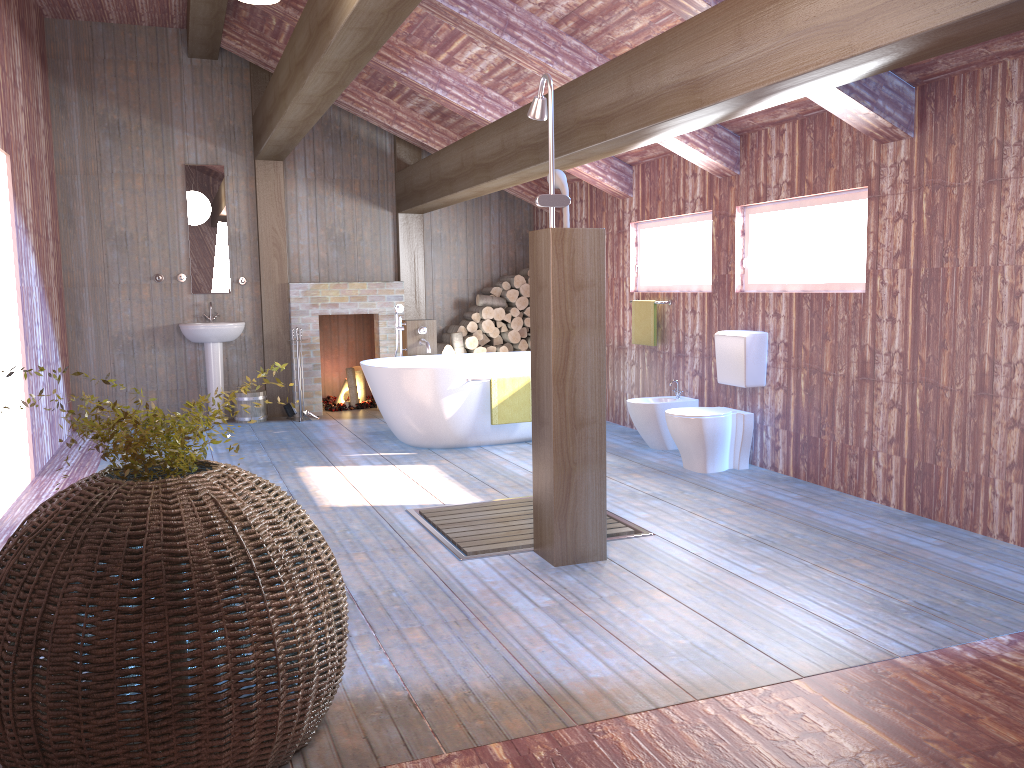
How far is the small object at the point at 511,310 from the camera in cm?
902

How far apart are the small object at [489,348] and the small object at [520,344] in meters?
0.3

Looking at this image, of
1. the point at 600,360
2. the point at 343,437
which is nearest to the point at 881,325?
the point at 600,360

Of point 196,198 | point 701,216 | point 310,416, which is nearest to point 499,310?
point 310,416

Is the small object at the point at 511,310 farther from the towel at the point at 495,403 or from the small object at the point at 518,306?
the towel at the point at 495,403

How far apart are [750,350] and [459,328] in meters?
3.8 m

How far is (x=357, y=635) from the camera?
3.2m

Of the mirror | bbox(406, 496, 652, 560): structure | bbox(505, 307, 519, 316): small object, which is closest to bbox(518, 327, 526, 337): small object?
bbox(505, 307, 519, 316): small object

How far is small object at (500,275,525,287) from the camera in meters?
9.0 m

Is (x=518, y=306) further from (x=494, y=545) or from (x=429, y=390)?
(x=494, y=545)
